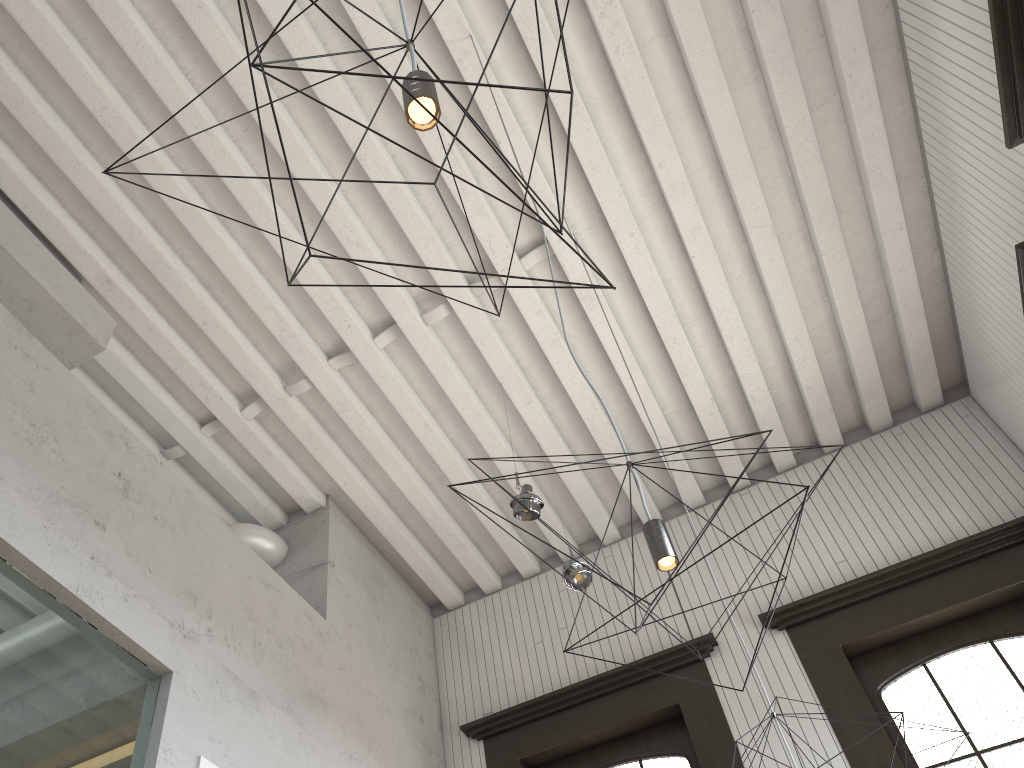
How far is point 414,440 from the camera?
4.65m
